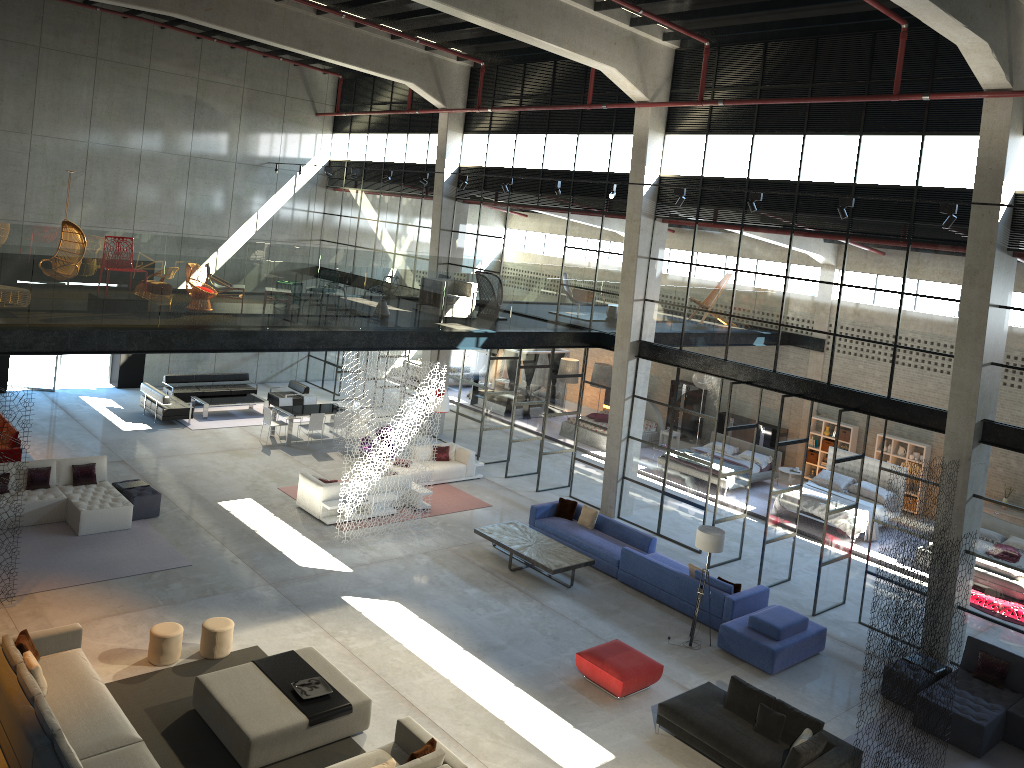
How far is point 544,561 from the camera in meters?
15.4 m

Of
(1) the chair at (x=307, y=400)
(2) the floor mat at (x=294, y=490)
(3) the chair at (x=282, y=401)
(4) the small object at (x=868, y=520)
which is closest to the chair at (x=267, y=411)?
(3) the chair at (x=282, y=401)

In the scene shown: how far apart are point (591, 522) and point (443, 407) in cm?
409

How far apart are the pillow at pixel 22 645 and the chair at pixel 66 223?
6.6m

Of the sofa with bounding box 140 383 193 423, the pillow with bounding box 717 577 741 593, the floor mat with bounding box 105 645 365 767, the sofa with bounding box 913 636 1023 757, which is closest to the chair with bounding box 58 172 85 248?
the floor mat with bounding box 105 645 365 767

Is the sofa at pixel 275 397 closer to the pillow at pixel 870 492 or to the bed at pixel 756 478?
the bed at pixel 756 478

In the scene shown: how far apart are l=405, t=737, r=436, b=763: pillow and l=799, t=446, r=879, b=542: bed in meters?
12.8

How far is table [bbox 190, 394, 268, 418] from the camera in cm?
2339

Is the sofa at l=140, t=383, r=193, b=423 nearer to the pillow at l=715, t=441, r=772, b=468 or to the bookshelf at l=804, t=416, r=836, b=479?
the pillow at l=715, t=441, r=772, b=468

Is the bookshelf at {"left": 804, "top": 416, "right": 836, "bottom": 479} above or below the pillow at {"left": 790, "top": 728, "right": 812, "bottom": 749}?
above
